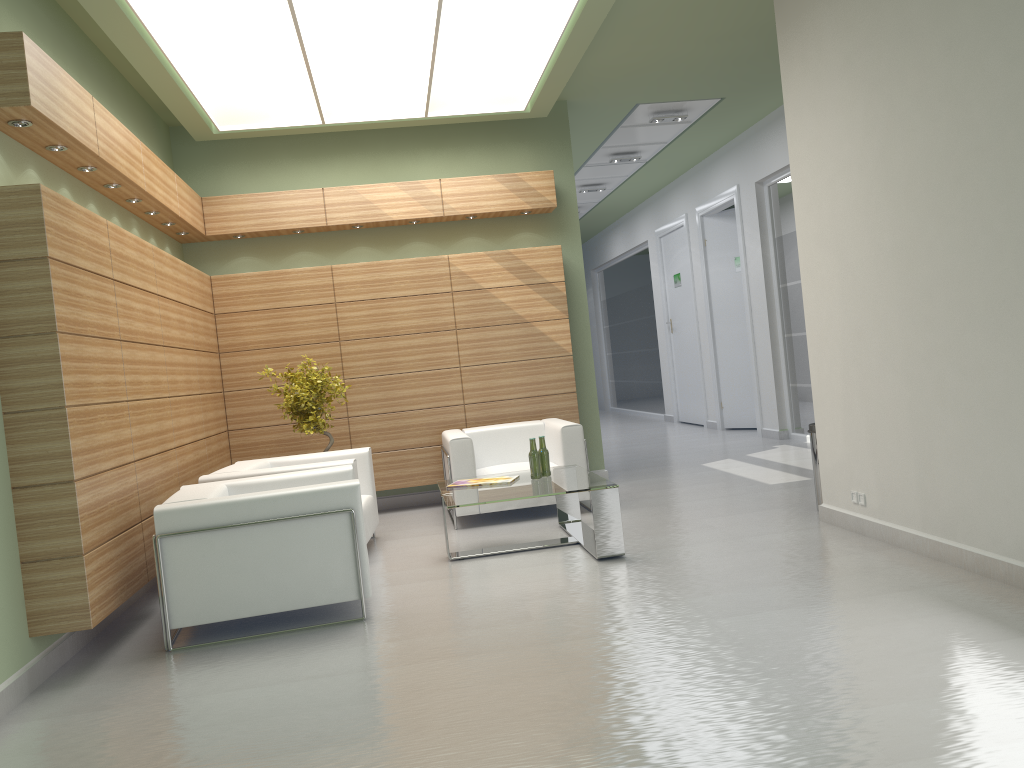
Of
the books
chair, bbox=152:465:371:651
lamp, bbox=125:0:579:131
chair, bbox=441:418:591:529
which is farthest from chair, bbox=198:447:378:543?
lamp, bbox=125:0:579:131

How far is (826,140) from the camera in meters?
9.0 m

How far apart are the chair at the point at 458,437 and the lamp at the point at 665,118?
6.45m

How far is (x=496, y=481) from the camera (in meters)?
10.20

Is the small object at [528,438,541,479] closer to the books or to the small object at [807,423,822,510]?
the books

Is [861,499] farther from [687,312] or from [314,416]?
[687,312]

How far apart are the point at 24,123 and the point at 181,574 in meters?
3.9 m

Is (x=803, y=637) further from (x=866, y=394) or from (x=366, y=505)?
(x=366, y=505)

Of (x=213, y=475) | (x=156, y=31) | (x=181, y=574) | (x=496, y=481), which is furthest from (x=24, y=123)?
(x=496, y=481)

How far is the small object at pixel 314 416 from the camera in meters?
12.1 m
